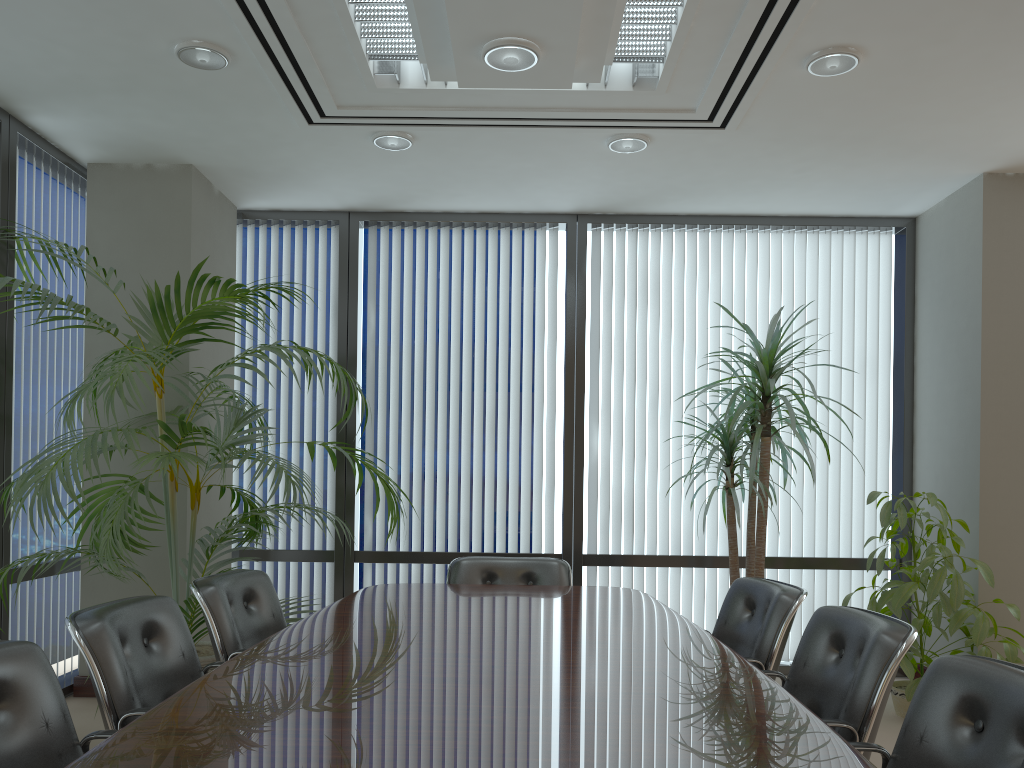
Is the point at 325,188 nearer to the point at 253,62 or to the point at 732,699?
the point at 253,62

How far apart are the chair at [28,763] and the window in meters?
3.0 m

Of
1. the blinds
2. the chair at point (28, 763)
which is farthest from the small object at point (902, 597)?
the chair at point (28, 763)

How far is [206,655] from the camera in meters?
4.2

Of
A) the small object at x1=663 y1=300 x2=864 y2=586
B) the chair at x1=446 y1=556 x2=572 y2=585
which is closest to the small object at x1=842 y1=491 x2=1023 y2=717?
the small object at x1=663 y1=300 x2=864 y2=586

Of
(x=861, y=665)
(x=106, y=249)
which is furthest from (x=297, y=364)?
(x=861, y=665)

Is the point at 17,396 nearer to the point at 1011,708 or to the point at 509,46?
the point at 509,46

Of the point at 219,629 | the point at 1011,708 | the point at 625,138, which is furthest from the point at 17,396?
the point at 1011,708

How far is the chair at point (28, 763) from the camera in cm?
196

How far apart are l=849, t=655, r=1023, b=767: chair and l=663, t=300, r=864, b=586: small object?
2.6 meters
